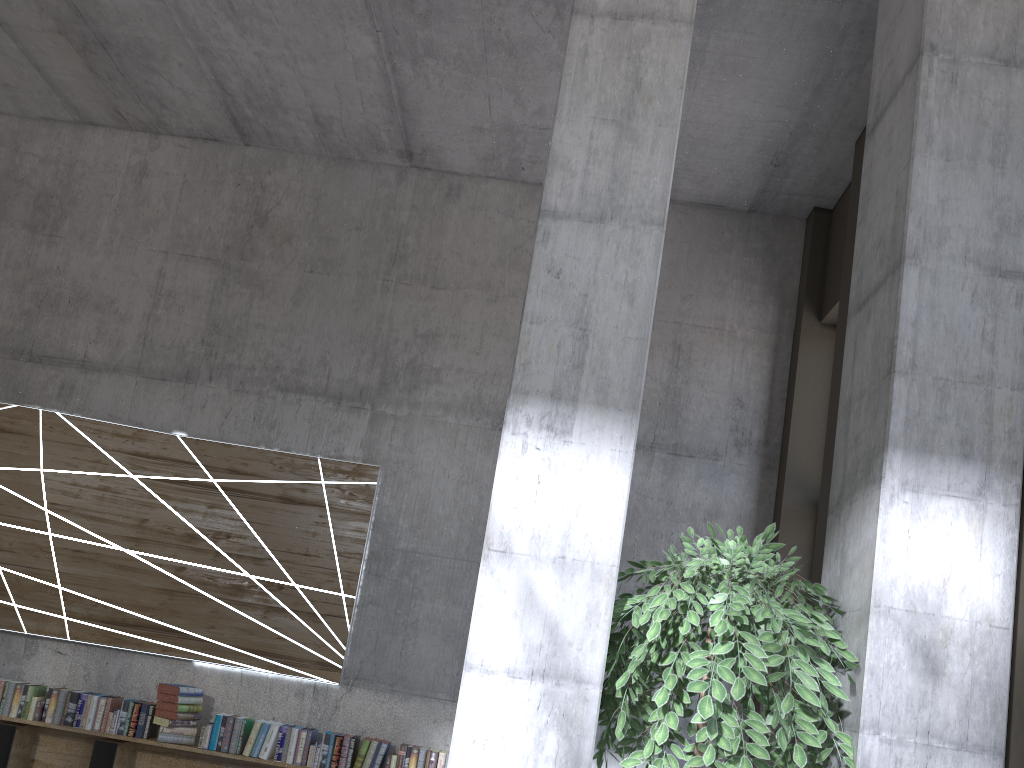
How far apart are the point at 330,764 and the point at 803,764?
3.8 meters

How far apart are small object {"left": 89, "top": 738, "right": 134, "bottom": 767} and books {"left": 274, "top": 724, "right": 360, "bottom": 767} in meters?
1.0

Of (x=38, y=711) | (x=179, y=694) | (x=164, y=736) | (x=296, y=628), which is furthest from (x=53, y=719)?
(x=296, y=628)

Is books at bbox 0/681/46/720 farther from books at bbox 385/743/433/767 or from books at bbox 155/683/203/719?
books at bbox 385/743/433/767

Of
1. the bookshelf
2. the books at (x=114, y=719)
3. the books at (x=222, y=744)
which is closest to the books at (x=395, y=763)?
the bookshelf

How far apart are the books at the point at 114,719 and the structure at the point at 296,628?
0.33m

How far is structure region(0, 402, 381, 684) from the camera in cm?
579

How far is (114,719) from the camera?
5.4 meters

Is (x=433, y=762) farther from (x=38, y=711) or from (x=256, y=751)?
(x=38, y=711)

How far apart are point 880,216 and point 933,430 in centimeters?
86cm
